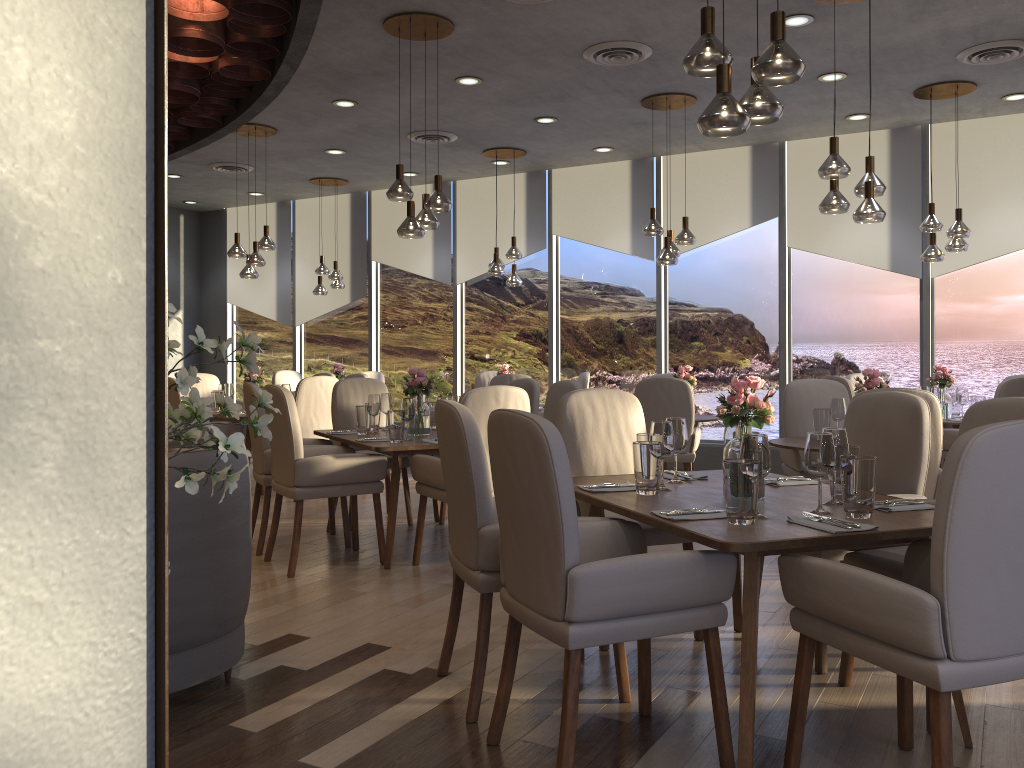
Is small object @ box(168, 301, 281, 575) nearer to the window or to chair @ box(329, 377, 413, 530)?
chair @ box(329, 377, 413, 530)

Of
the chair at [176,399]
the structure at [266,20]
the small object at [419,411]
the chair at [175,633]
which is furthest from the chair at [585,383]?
the chair at [175,633]

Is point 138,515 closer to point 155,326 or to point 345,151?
point 155,326

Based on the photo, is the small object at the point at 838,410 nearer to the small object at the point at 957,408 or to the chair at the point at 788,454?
the chair at the point at 788,454

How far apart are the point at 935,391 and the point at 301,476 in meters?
4.8

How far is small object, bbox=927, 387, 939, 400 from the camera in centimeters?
670cm

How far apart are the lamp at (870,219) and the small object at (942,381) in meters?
2.4

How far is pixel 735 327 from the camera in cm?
882

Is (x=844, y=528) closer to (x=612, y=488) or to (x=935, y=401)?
(x=612, y=488)

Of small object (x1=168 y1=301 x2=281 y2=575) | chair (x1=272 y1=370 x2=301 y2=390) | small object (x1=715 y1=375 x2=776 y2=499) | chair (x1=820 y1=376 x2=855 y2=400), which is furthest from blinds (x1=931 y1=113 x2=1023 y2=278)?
small object (x1=168 y1=301 x2=281 y2=575)
